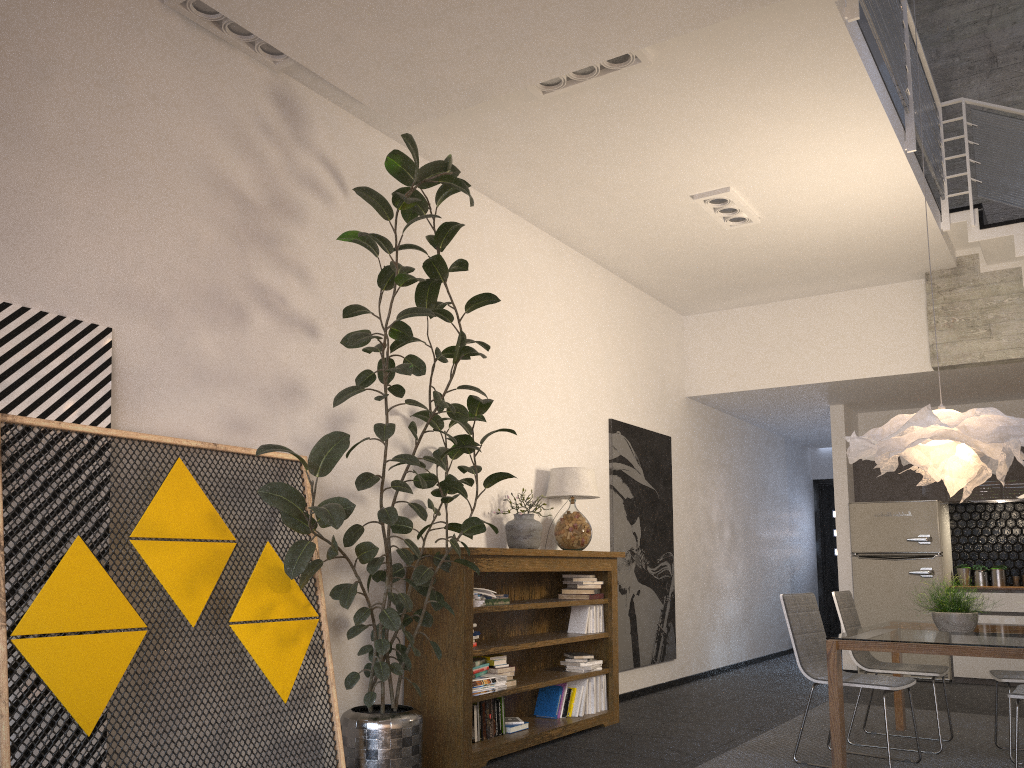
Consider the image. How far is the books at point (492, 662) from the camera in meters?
5.1

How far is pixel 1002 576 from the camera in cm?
850

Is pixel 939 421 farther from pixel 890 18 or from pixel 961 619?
pixel 890 18

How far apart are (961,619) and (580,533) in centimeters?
235cm

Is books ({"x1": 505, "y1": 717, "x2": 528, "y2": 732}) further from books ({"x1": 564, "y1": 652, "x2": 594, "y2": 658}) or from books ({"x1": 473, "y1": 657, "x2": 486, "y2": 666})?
books ({"x1": 564, "y1": 652, "x2": 594, "y2": 658})

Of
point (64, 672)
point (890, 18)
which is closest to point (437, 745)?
point (64, 672)

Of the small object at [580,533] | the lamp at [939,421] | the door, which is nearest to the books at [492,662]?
the small object at [580,533]

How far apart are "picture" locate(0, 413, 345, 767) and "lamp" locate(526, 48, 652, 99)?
2.3m

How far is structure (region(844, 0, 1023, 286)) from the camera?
5.1m

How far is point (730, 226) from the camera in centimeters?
651cm
